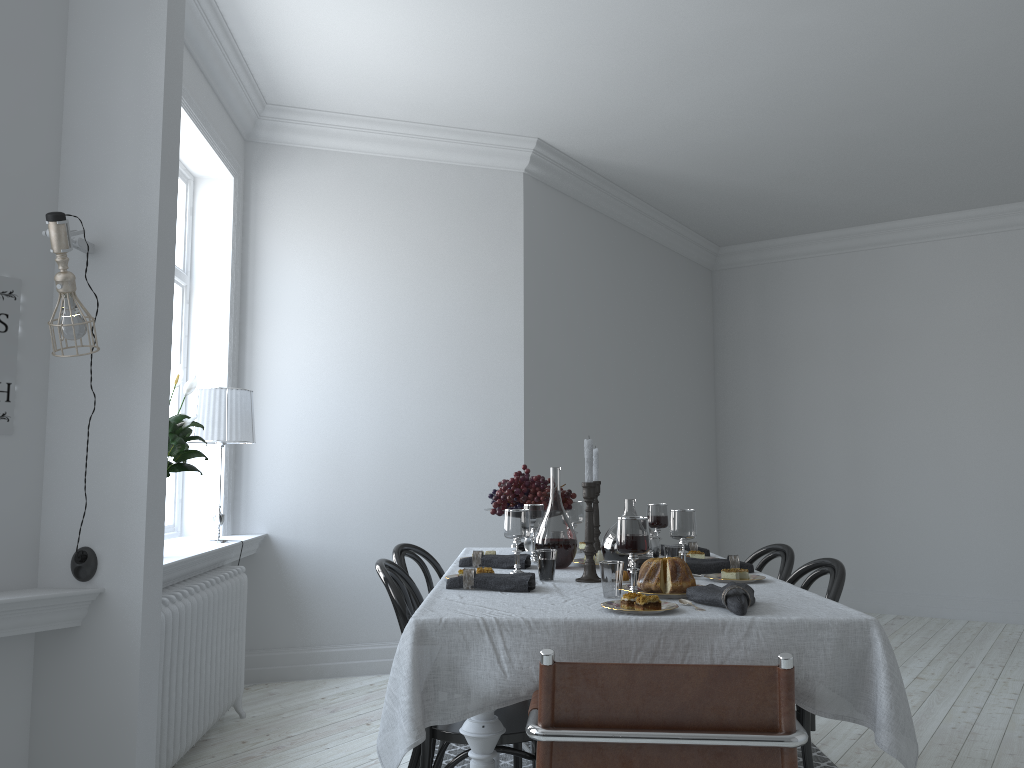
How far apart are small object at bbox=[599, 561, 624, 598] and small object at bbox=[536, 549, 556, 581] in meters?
0.4

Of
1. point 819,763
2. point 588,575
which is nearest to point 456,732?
point 588,575

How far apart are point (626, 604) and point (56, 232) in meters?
1.8

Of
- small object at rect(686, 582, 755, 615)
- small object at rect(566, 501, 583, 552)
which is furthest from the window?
small object at rect(686, 582, 755, 615)

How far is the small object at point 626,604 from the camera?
2.1 meters

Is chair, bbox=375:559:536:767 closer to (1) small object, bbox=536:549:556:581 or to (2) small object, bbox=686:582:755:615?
(1) small object, bbox=536:549:556:581

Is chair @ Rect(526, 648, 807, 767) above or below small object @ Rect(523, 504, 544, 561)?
below

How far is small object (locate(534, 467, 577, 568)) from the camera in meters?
3.0

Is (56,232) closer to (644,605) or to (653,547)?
(644,605)

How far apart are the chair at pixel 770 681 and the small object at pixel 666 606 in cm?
32
